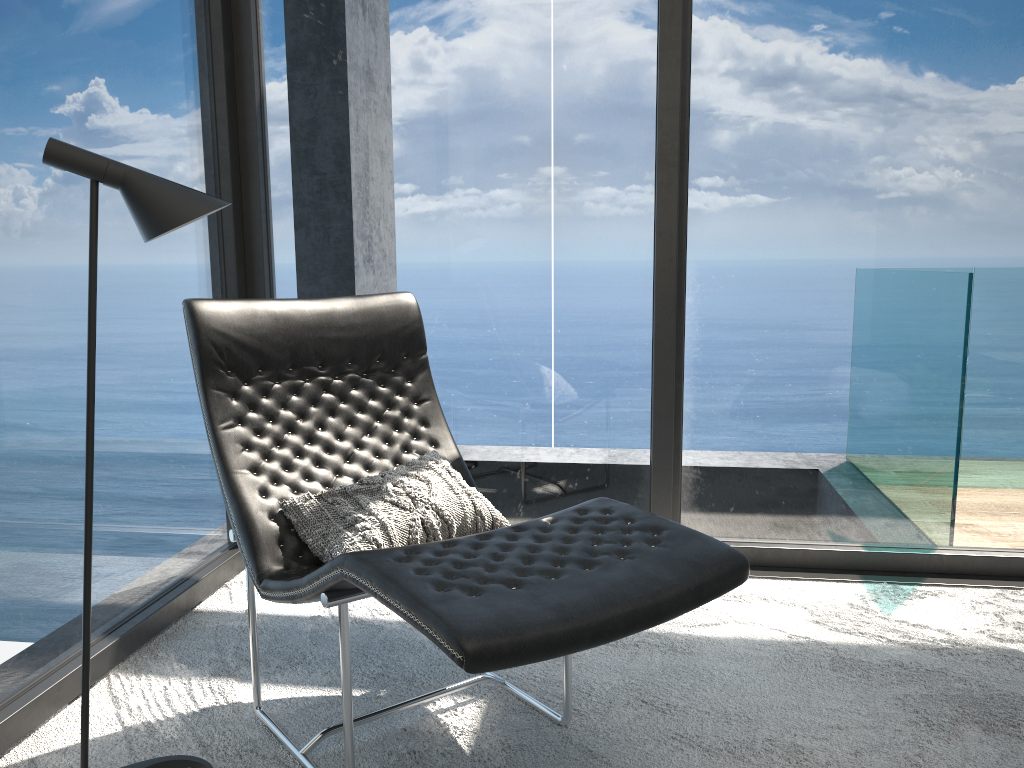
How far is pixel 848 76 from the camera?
2.86m

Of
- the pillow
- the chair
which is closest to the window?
the chair

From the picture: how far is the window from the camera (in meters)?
2.25

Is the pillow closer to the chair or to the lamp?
the chair

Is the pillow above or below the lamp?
below

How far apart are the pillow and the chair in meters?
0.0 m

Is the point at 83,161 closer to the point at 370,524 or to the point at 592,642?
the point at 370,524

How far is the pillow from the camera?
1.9 meters

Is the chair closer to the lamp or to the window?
the lamp

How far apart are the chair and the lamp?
0.17m
